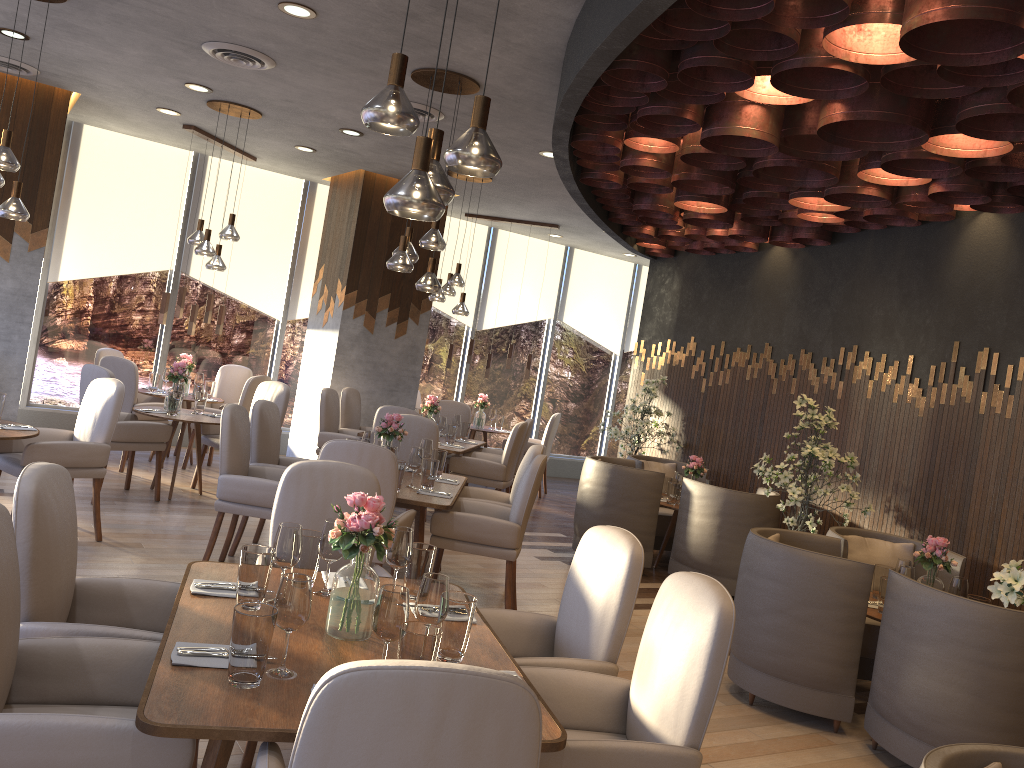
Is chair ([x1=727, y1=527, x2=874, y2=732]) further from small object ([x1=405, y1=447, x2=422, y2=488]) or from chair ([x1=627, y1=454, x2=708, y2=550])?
chair ([x1=627, y1=454, x2=708, y2=550])

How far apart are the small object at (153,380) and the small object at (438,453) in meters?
4.0 m

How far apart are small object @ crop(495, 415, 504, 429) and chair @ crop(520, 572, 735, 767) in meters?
8.1

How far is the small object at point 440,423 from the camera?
8.1m

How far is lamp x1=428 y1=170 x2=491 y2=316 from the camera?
8.2m

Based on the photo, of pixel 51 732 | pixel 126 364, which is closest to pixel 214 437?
pixel 126 364

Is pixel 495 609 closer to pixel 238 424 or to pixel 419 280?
pixel 238 424

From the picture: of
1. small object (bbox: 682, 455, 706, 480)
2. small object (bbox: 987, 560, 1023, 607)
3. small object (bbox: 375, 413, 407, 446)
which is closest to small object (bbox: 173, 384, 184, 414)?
small object (bbox: 375, 413, 407, 446)

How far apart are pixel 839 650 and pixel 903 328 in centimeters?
283cm

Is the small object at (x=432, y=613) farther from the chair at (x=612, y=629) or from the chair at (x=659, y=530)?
the chair at (x=659, y=530)
